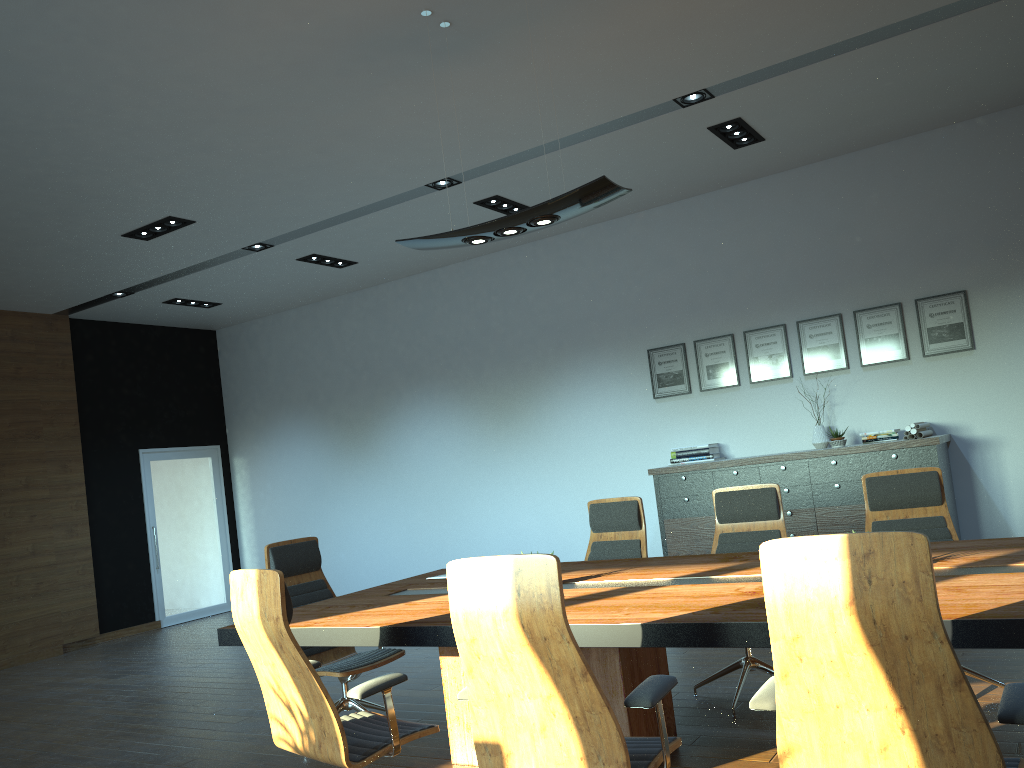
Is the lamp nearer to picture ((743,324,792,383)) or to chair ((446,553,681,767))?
chair ((446,553,681,767))

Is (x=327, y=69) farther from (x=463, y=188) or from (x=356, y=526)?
(x=356, y=526)

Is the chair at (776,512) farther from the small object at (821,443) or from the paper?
the small object at (821,443)

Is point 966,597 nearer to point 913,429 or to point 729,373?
point 913,429

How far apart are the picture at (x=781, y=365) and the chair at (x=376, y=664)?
4.5m

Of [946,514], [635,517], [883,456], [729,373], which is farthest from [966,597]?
[729,373]

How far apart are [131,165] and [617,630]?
4.80m

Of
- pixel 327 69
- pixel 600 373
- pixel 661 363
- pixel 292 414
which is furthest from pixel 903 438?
pixel 292 414

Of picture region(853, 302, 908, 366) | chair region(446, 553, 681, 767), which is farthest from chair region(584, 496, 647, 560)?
picture region(853, 302, 908, 366)

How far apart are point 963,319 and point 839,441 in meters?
1.4 m
